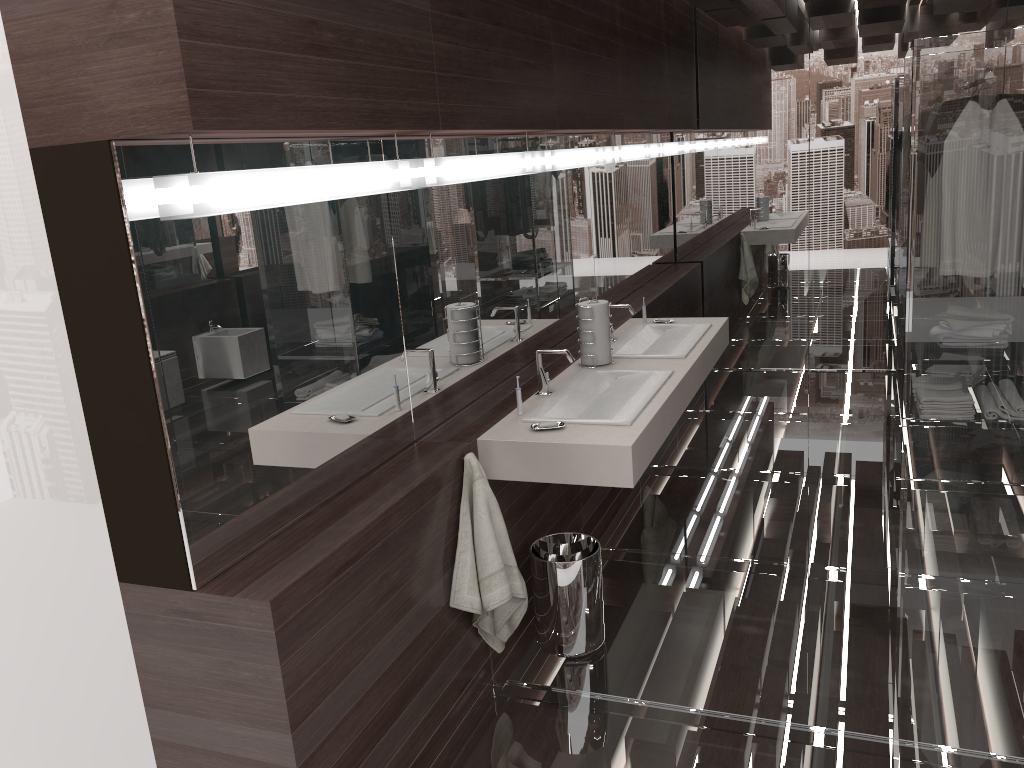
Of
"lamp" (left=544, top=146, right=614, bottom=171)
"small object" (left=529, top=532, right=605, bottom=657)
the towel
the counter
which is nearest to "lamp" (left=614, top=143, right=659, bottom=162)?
"lamp" (left=544, top=146, right=614, bottom=171)

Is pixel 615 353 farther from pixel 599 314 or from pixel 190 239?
pixel 190 239

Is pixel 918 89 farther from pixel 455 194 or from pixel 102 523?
pixel 102 523

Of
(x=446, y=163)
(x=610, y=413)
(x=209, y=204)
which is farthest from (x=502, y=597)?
(x=209, y=204)

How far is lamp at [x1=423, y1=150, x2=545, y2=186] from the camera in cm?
260

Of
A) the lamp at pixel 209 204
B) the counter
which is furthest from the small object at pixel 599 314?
the lamp at pixel 209 204

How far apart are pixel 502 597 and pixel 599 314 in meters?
1.3

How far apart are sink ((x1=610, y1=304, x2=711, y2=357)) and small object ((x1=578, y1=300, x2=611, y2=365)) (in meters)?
0.16

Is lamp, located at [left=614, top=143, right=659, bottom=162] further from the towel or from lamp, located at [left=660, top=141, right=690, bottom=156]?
the towel

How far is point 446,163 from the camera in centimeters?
260cm
